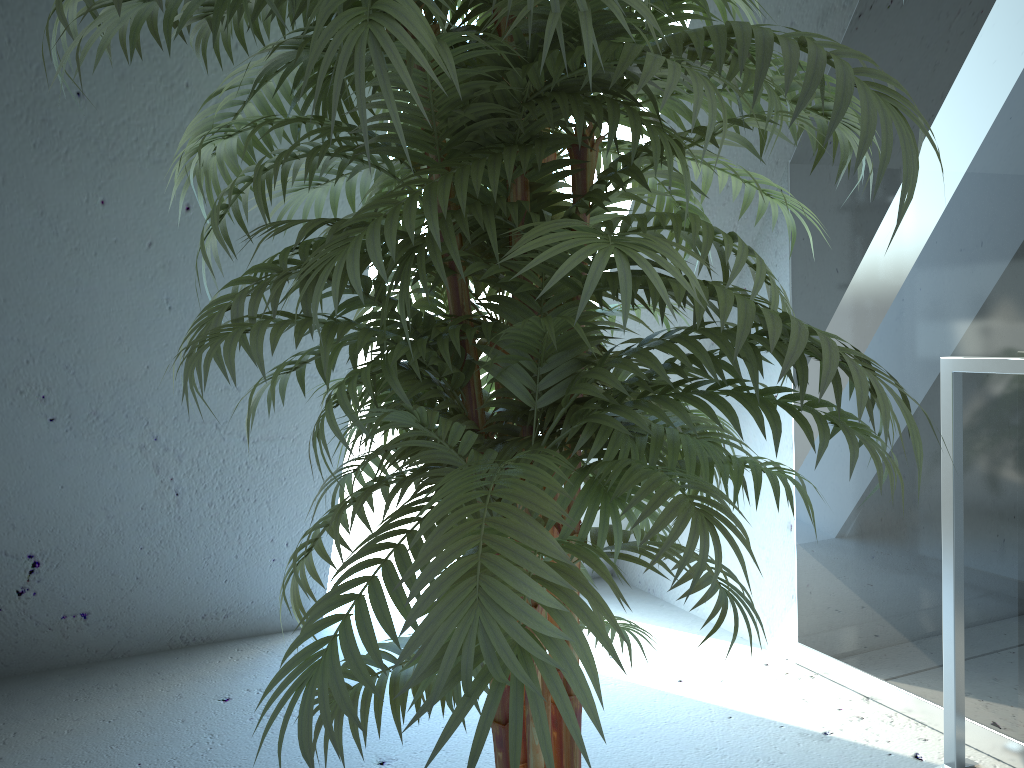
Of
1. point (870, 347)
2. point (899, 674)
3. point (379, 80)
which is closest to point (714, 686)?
point (899, 674)

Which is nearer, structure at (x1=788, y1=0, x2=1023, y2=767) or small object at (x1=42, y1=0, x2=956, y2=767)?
small object at (x1=42, y1=0, x2=956, y2=767)

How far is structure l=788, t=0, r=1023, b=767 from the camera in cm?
180

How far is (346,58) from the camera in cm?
71

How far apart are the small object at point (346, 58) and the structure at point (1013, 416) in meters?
0.6 m

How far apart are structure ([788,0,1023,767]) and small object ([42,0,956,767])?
0.60m

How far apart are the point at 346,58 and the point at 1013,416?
1.62m

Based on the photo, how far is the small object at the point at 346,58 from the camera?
0.7 meters

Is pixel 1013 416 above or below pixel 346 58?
below
